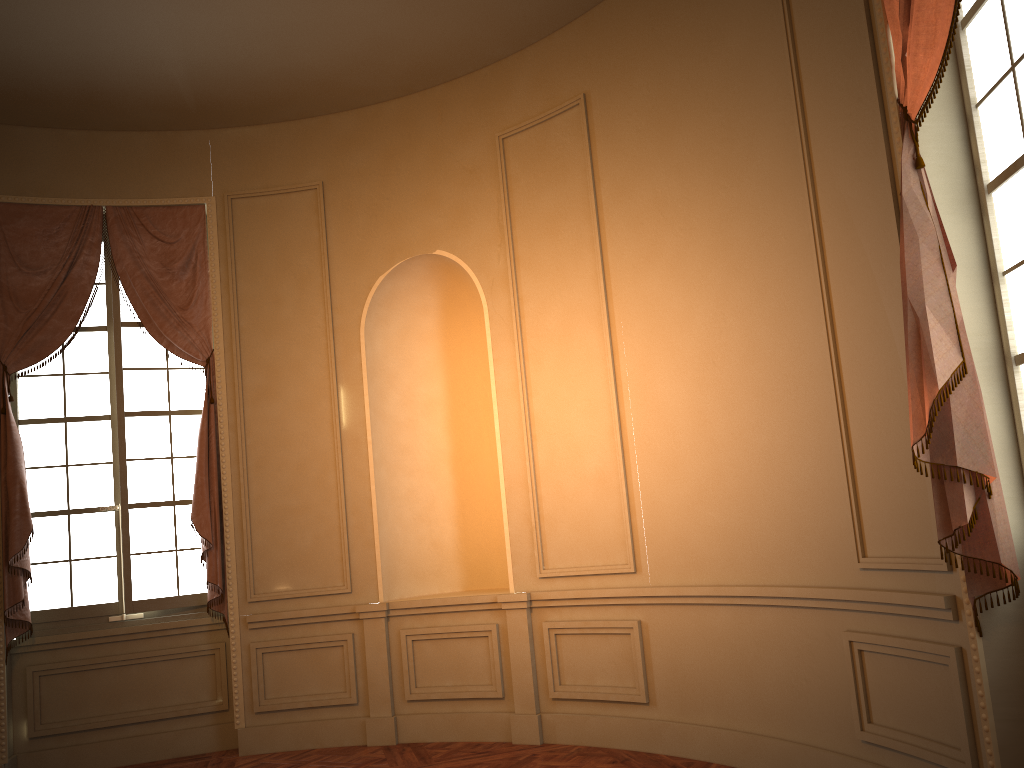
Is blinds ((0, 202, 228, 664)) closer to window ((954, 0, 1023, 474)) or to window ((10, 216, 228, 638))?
window ((10, 216, 228, 638))

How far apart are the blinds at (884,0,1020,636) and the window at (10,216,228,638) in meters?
4.8

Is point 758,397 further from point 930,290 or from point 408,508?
point 408,508

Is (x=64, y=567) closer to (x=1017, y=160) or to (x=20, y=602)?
(x=20, y=602)

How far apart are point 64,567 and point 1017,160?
5.9 meters

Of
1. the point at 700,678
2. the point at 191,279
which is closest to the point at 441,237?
the point at 191,279

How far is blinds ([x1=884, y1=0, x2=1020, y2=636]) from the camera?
2.94m

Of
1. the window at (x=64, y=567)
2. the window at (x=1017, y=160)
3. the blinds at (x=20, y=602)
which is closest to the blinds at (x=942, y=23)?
the window at (x=1017, y=160)

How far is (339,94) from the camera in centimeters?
593cm

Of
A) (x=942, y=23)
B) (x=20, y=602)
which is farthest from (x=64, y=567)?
(x=942, y=23)
